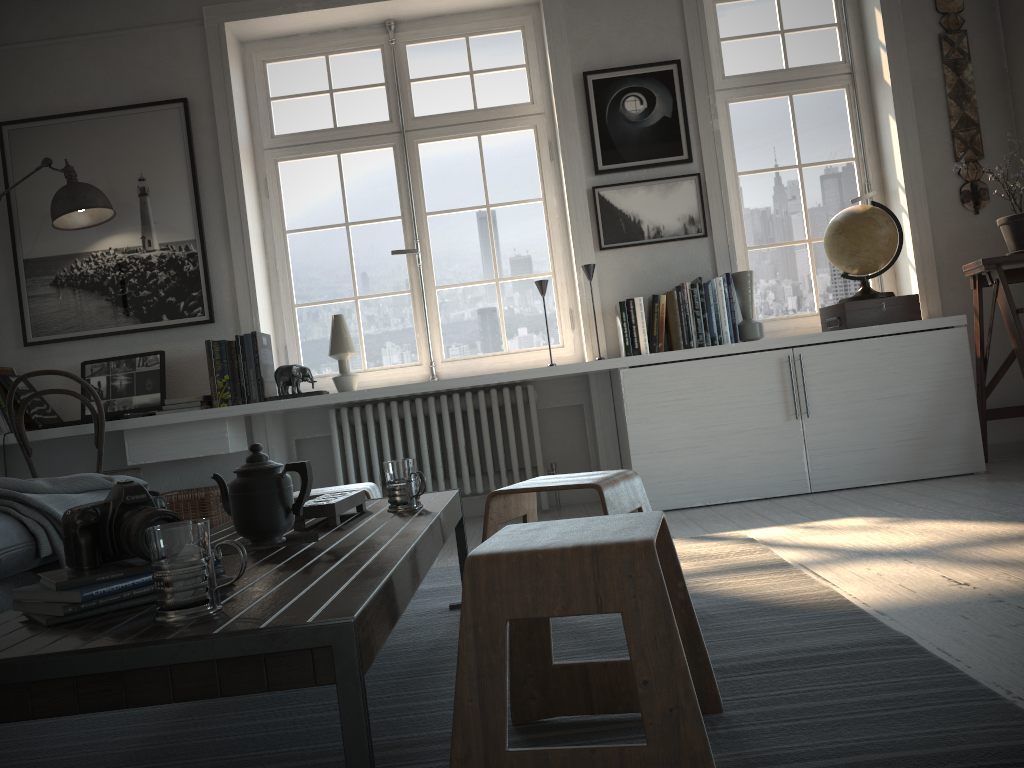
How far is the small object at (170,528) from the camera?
1.1m

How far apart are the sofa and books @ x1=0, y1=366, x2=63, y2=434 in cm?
169

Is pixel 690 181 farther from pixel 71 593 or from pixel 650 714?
pixel 71 593

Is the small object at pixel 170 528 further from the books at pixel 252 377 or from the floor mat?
the books at pixel 252 377

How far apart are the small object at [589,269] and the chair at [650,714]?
2.7 meters

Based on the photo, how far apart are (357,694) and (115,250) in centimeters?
383cm

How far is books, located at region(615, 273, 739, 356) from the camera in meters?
3.9

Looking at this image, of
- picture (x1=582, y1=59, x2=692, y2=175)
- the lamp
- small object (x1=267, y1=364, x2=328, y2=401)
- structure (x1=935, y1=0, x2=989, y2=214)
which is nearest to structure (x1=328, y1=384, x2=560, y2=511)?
small object (x1=267, y1=364, x2=328, y2=401)

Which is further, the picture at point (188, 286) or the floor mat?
the picture at point (188, 286)

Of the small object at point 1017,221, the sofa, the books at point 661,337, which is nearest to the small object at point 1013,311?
the small object at point 1017,221
